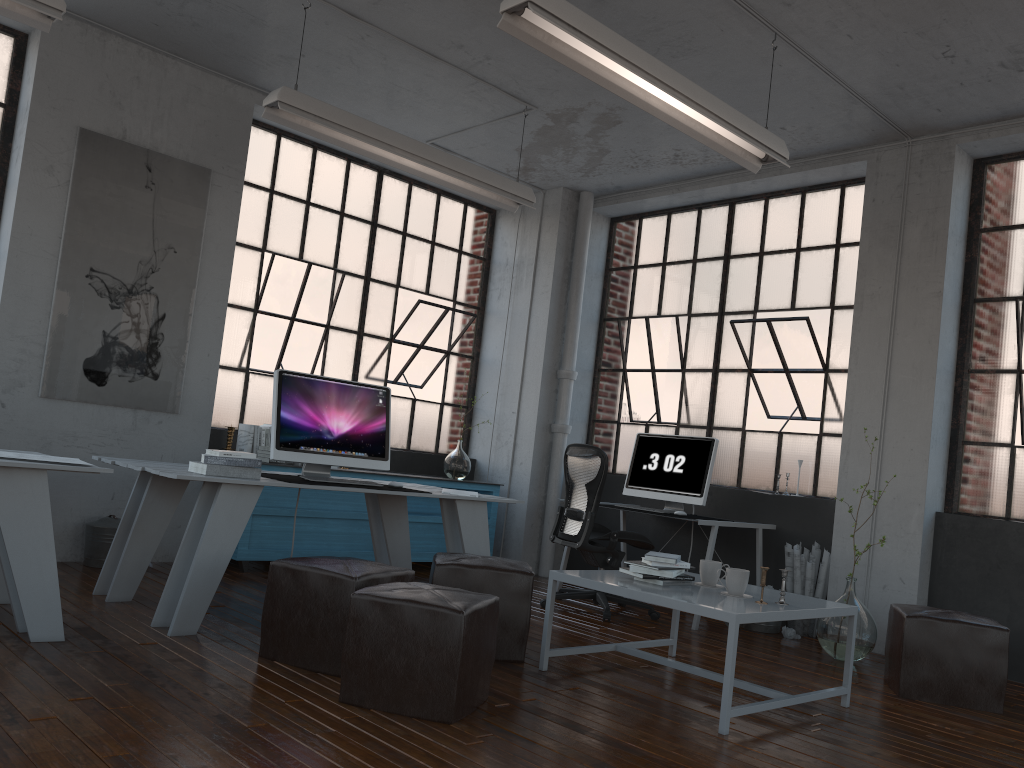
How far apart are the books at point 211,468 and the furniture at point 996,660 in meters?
3.2

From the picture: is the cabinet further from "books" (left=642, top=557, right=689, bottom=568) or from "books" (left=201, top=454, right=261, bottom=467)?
"books" (left=642, top=557, right=689, bottom=568)

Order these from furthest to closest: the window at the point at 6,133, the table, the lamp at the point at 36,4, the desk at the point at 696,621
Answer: the desk at the point at 696,621 → the window at the point at 6,133 → the lamp at the point at 36,4 → the table

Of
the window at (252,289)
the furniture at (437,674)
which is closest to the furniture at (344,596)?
the furniture at (437,674)

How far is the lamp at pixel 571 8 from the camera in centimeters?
345cm

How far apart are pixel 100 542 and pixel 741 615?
3.8 meters

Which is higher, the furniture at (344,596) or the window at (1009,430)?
the window at (1009,430)

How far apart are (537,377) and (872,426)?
2.76m

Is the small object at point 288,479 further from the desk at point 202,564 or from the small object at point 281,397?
the desk at point 202,564

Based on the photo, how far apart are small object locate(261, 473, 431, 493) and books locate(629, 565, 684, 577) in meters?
1.7
